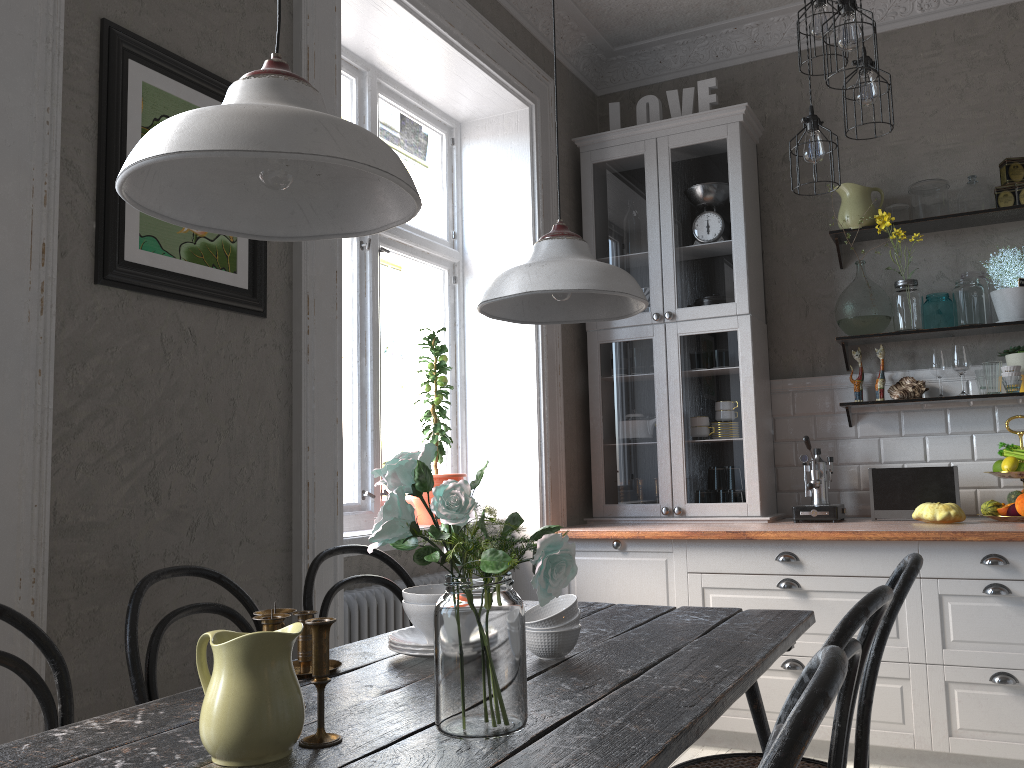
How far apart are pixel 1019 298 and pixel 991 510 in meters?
0.9

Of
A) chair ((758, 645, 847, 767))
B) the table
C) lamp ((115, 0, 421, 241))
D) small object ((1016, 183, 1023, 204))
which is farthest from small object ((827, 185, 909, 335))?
chair ((758, 645, 847, 767))

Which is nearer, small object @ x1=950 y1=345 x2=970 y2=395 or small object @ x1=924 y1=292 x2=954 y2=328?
small object @ x1=950 y1=345 x2=970 y2=395

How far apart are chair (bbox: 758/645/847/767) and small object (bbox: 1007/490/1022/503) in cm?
301

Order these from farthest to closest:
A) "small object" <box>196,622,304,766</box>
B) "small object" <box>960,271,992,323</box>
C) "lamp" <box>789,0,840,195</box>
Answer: "small object" <box>960,271,992,323</box>
"lamp" <box>789,0,840,195</box>
"small object" <box>196,622,304,766</box>

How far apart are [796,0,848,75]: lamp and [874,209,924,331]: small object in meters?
1.3

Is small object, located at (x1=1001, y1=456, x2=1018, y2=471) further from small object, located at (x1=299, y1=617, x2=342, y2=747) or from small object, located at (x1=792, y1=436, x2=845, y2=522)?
small object, located at (x1=299, y1=617, x2=342, y2=747)

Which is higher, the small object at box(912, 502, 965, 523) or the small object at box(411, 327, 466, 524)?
the small object at box(411, 327, 466, 524)

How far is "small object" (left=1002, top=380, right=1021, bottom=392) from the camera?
3.6 meters

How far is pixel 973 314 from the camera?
3.68m
